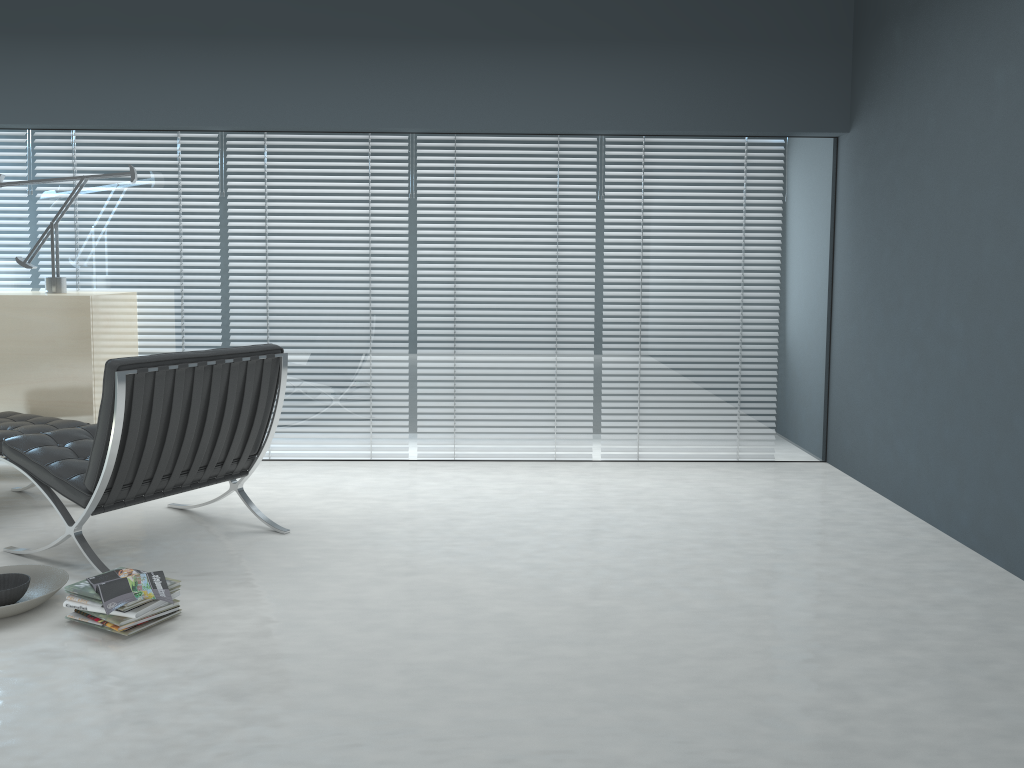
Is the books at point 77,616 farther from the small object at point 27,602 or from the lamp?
the lamp

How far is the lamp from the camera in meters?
4.3

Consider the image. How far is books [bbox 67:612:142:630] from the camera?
2.6m

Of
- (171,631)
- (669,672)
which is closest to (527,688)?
(669,672)

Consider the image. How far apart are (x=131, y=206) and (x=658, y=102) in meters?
2.7 m

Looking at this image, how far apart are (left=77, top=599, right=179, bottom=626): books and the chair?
0.4 meters

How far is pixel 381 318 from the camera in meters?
4.6

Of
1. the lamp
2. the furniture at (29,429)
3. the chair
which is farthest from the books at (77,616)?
the lamp

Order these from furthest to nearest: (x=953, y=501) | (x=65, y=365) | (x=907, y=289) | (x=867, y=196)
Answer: (x=867, y=196)
(x=65, y=365)
(x=907, y=289)
(x=953, y=501)

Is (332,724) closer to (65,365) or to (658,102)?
(65,365)
